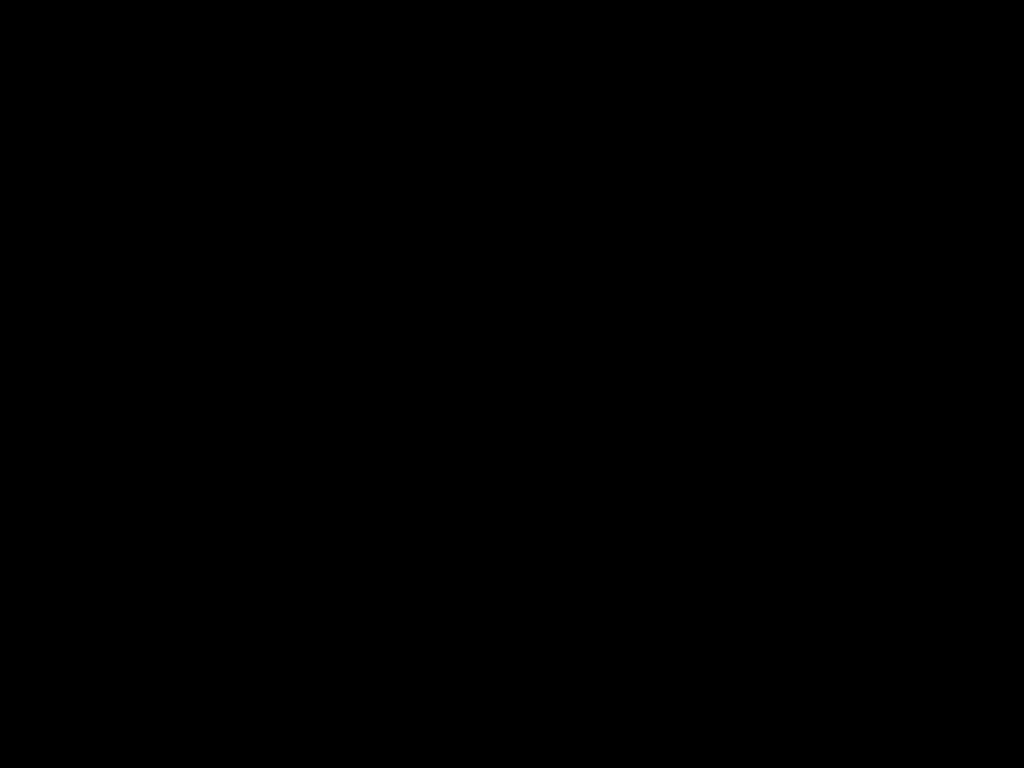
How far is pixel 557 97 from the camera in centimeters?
95cm
